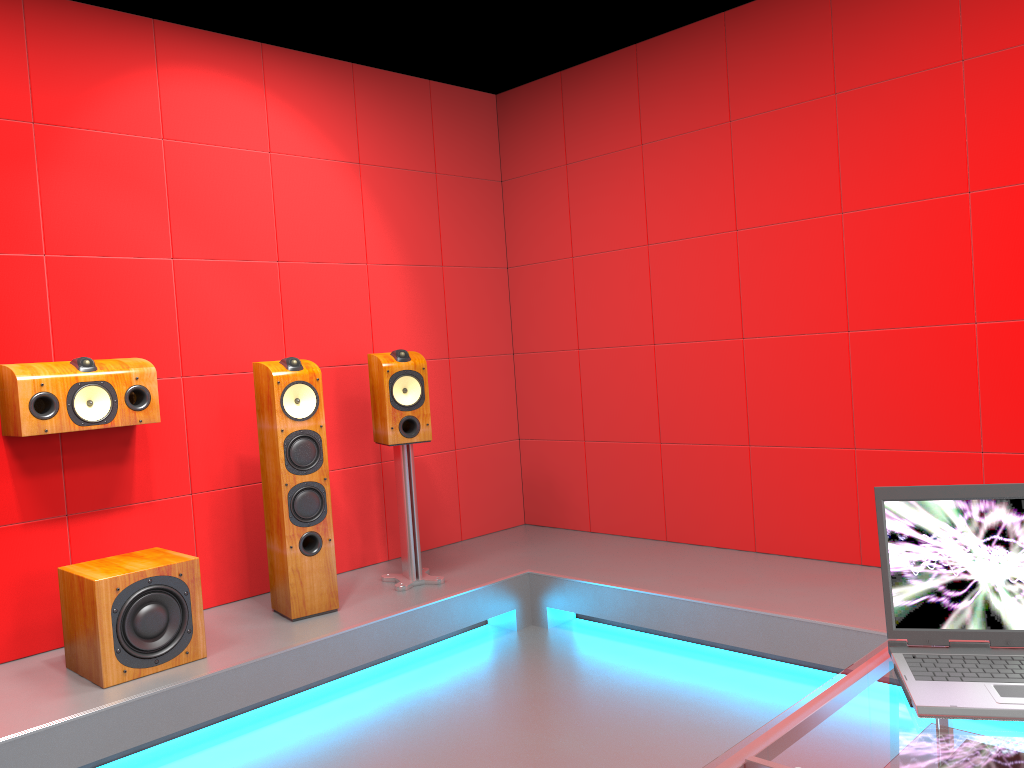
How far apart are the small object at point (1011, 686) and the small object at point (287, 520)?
2.5 meters

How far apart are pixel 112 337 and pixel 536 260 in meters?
2.3 m

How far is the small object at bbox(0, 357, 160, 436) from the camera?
3.1 meters

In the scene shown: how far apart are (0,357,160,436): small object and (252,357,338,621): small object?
0.4 meters

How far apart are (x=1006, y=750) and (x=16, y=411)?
3.1m

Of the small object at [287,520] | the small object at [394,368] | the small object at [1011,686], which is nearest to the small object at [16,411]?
the small object at [287,520]

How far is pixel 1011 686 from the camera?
1.3m

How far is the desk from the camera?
1.17m

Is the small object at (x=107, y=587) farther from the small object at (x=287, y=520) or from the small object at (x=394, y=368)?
the small object at (x=394, y=368)

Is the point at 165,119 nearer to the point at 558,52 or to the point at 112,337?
the point at 112,337
